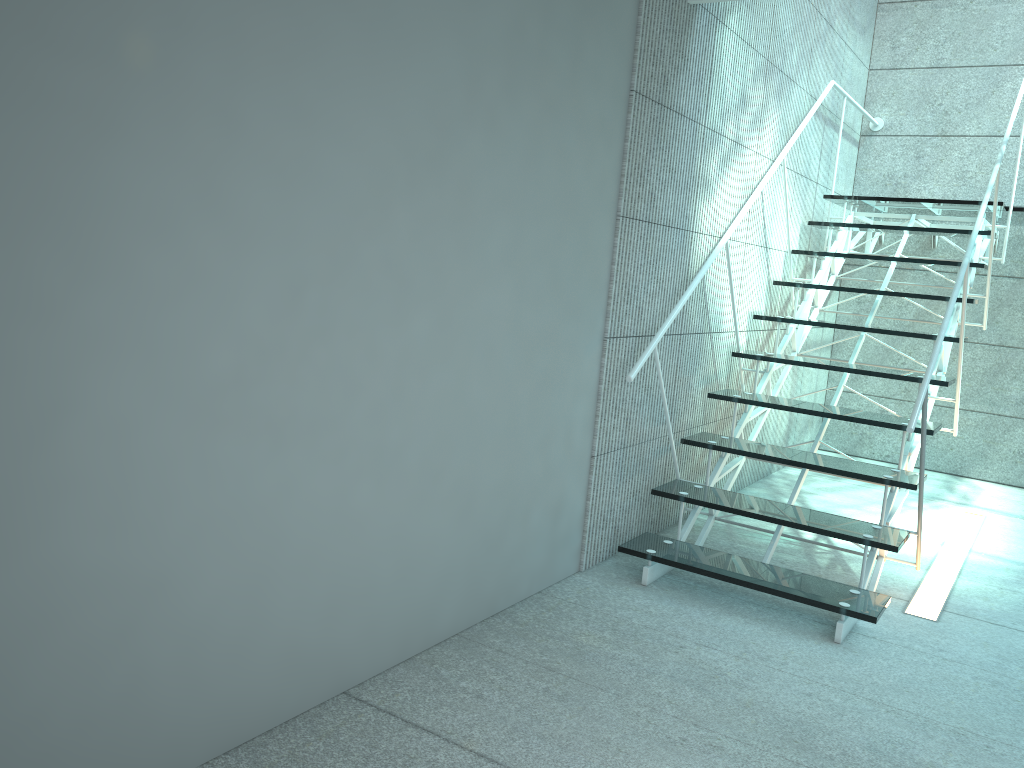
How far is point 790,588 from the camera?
2.8 meters

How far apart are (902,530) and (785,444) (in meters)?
2.15

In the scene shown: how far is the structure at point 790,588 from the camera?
2.8 meters

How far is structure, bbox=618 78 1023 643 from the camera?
2.8 meters
